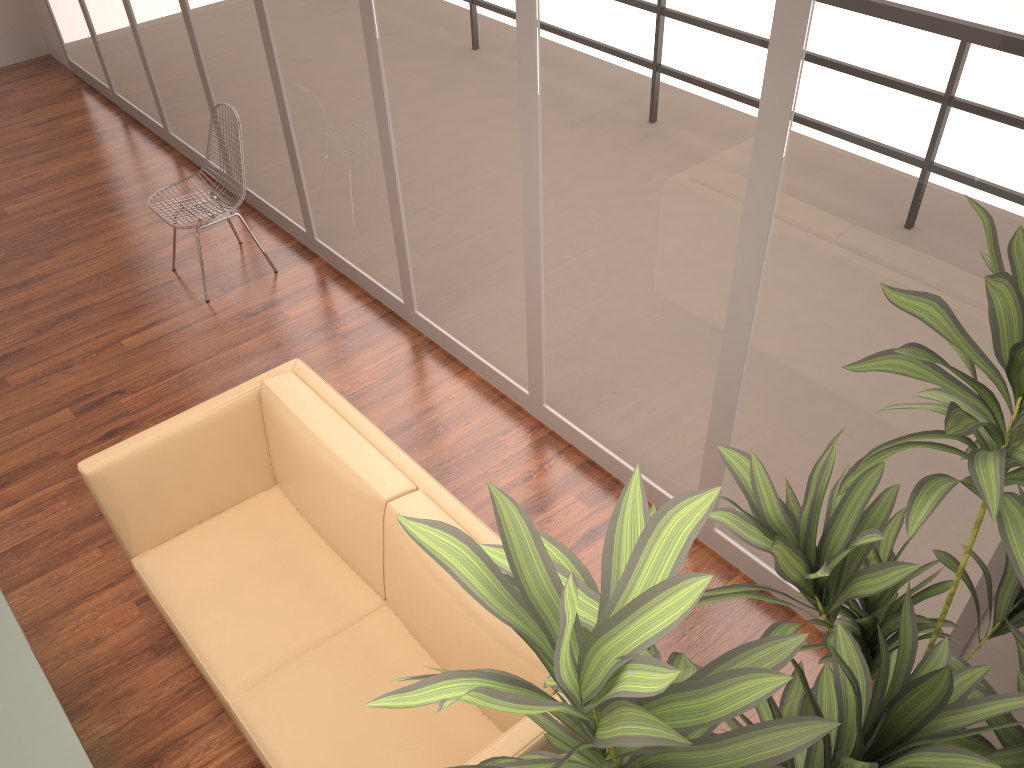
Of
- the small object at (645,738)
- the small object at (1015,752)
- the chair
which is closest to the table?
the small object at (645,738)

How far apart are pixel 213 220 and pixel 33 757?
3.1m

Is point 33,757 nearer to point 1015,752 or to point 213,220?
point 1015,752

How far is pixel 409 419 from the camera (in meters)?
4.23

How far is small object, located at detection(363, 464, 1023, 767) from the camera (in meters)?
0.96

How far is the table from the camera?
2.4 meters

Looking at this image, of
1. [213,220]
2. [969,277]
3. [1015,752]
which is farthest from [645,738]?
[213,220]

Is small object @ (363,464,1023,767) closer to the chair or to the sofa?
the sofa

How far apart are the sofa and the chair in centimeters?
191cm

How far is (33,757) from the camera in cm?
238
